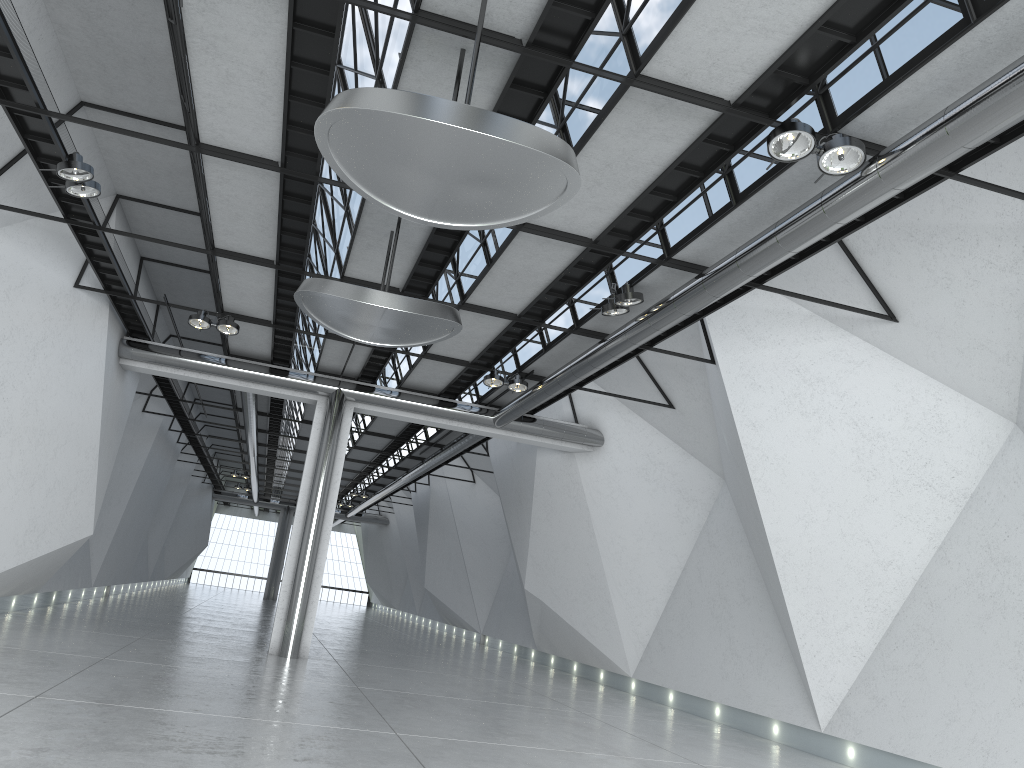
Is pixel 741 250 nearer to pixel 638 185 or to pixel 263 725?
pixel 638 185
